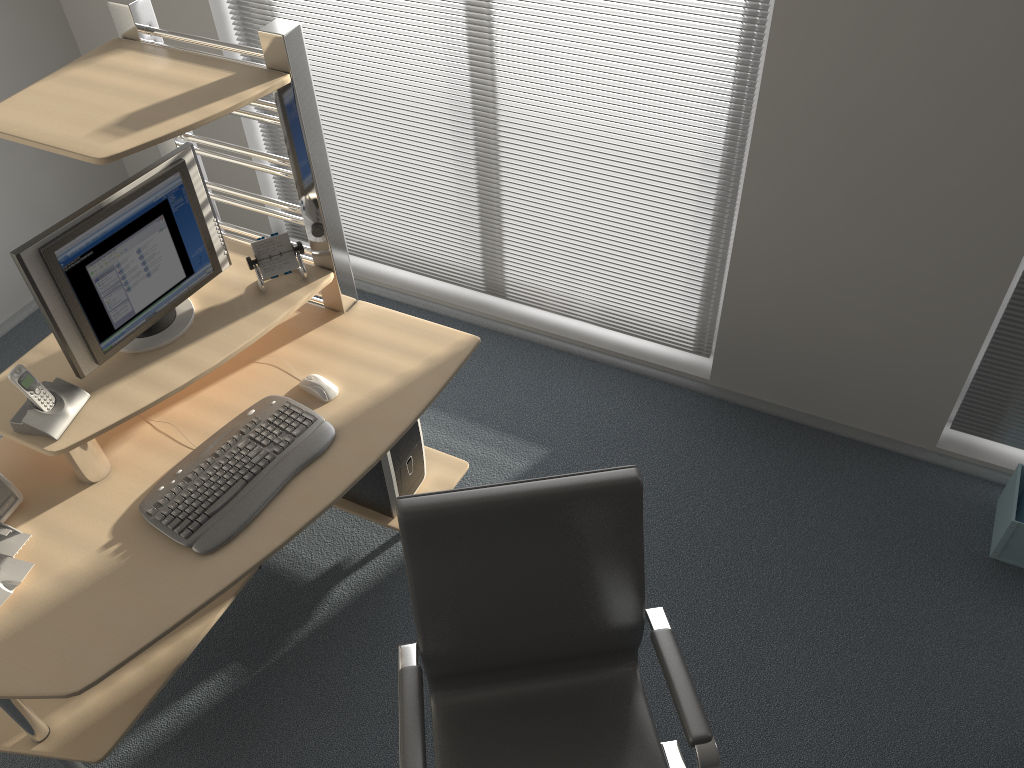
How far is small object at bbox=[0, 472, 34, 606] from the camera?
2.0m

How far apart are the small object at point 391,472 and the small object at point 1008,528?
1.80m

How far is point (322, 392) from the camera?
2.3m

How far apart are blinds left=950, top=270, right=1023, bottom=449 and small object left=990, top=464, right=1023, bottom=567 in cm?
18

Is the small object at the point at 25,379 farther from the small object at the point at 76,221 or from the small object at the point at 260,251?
the small object at the point at 260,251

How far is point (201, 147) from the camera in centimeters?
375cm

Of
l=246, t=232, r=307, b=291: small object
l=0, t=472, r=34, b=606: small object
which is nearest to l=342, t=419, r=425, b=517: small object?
l=246, t=232, r=307, b=291: small object

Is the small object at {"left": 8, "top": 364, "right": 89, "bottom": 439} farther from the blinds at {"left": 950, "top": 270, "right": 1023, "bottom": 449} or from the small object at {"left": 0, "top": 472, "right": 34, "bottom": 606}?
the blinds at {"left": 950, "top": 270, "right": 1023, "bottom": 449}

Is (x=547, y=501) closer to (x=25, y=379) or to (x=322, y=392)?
(x=322, y=392)

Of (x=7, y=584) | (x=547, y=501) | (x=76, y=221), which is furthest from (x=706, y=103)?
(x=7, y=584)
